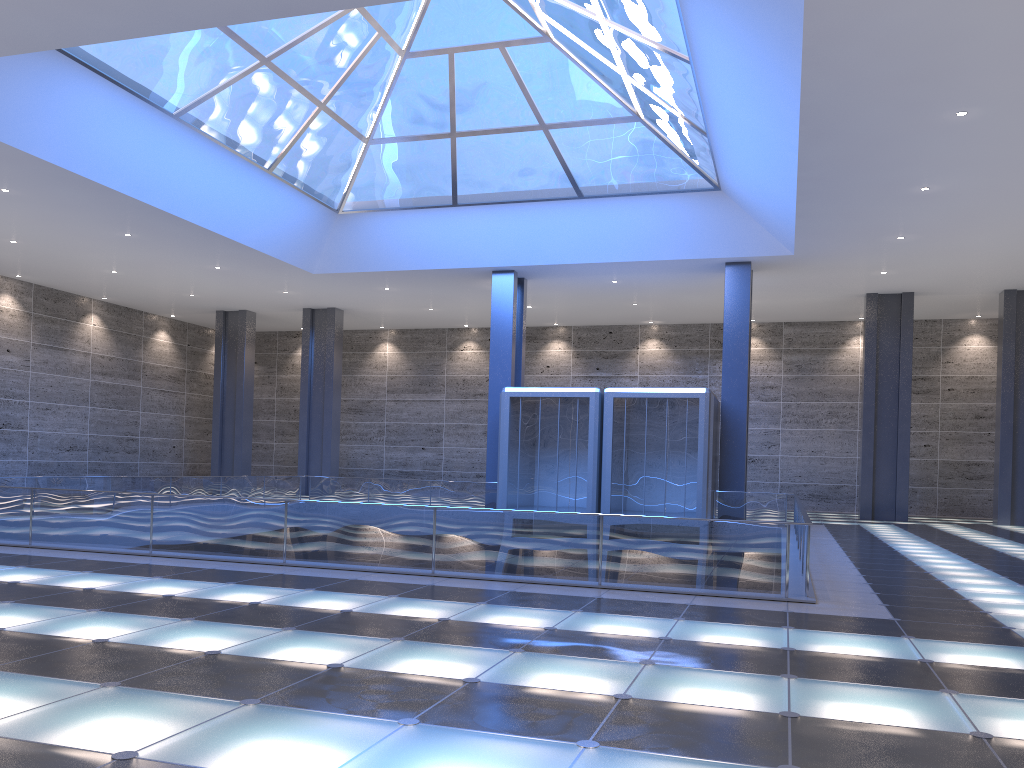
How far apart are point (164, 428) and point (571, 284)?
24.8m

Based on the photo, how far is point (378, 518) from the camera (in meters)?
13.79

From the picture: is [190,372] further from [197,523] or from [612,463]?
[197,523]
